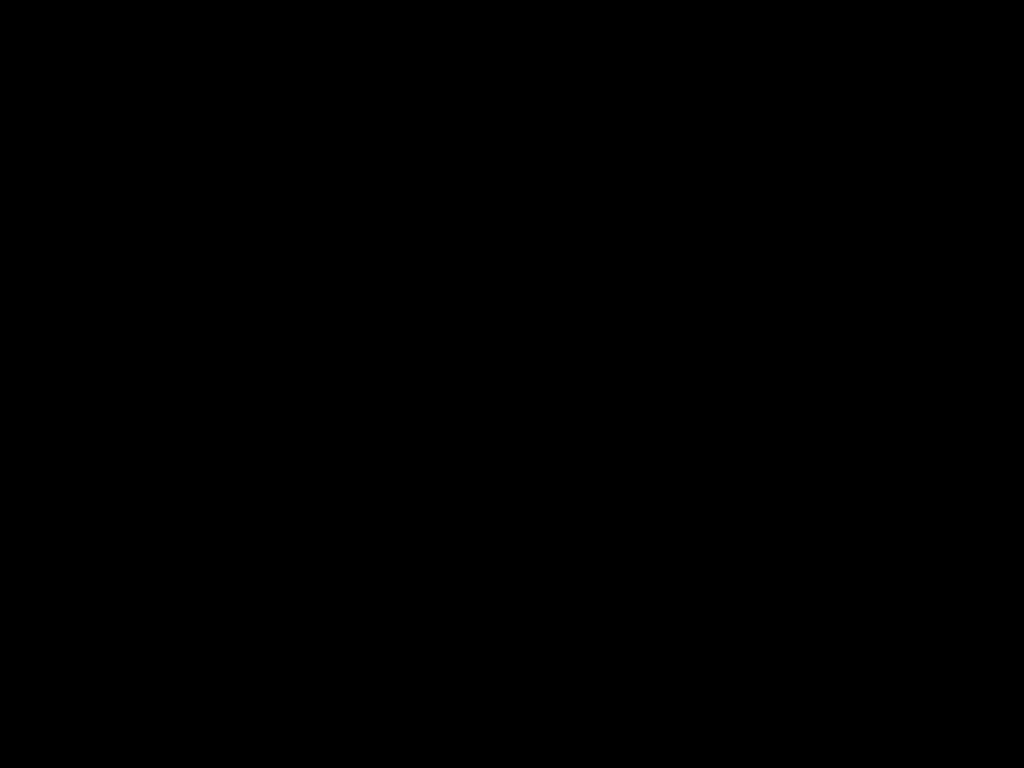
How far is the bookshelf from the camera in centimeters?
176cm

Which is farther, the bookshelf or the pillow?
the pillow

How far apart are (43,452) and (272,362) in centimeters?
47cm

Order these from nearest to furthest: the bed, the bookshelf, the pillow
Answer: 1. the bed
2. the bookshelf
3. the pillow

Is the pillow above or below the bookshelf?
above

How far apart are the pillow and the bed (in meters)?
0.02

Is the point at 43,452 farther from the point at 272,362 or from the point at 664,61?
the point at 664,61

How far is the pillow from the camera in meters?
1.9

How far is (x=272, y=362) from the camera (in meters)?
1.88

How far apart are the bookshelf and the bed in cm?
1
